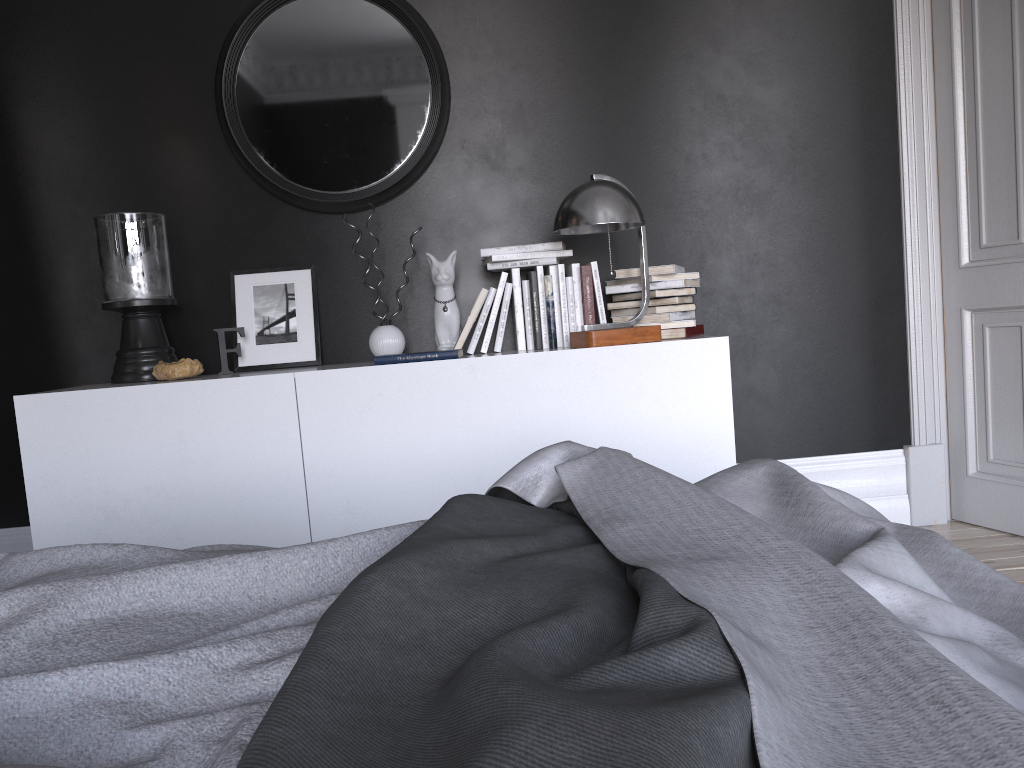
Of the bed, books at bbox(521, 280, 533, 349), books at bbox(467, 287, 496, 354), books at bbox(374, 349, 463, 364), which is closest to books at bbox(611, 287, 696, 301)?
books at bbox(521, 280, 533, 349)

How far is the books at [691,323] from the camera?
3.2 meters

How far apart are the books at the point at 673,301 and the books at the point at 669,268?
0.11m

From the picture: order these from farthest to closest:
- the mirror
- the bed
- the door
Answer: the mirror
the door
the bed

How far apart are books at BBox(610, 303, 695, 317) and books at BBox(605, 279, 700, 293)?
0.1m

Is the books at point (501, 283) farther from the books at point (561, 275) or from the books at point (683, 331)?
the books at point (683, 331)

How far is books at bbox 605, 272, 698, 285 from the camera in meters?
3.3 m

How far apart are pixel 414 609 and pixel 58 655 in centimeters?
36cm

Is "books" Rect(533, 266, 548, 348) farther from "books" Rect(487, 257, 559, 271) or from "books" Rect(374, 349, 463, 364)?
"books" Rect(374, 349, 463, 364)

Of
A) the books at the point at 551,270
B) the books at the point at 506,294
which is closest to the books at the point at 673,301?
the books at the point at 551,270
